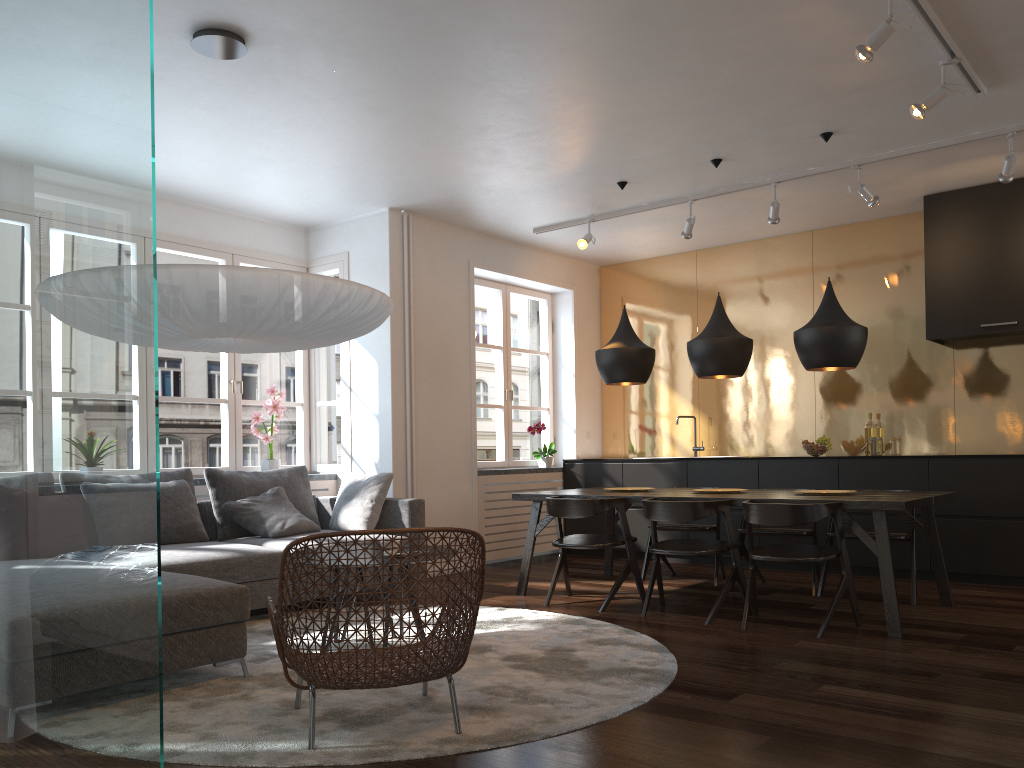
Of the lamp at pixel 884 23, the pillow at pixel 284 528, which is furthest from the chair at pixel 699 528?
the lamp at pixel 884 23

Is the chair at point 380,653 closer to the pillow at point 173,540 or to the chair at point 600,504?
the chair at point 600,504

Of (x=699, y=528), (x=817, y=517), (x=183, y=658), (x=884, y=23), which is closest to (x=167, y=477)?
(x=183, y=658)

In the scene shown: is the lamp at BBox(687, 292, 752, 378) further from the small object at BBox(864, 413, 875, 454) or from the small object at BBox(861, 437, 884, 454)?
the small object at BBox(864, 413, 875, 454)

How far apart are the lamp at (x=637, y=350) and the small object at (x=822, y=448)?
1.73m

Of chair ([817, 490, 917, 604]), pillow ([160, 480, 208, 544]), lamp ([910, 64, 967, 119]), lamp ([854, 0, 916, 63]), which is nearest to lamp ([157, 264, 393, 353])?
pillow ([160, 480, 208, 544])

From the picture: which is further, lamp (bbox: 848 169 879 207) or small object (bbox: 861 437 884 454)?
small object (bbox: 861 437 884 454)

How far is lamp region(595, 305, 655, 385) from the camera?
5.9 meters

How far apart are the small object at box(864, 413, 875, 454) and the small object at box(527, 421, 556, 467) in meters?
2.7 m

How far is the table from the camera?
4.4m
